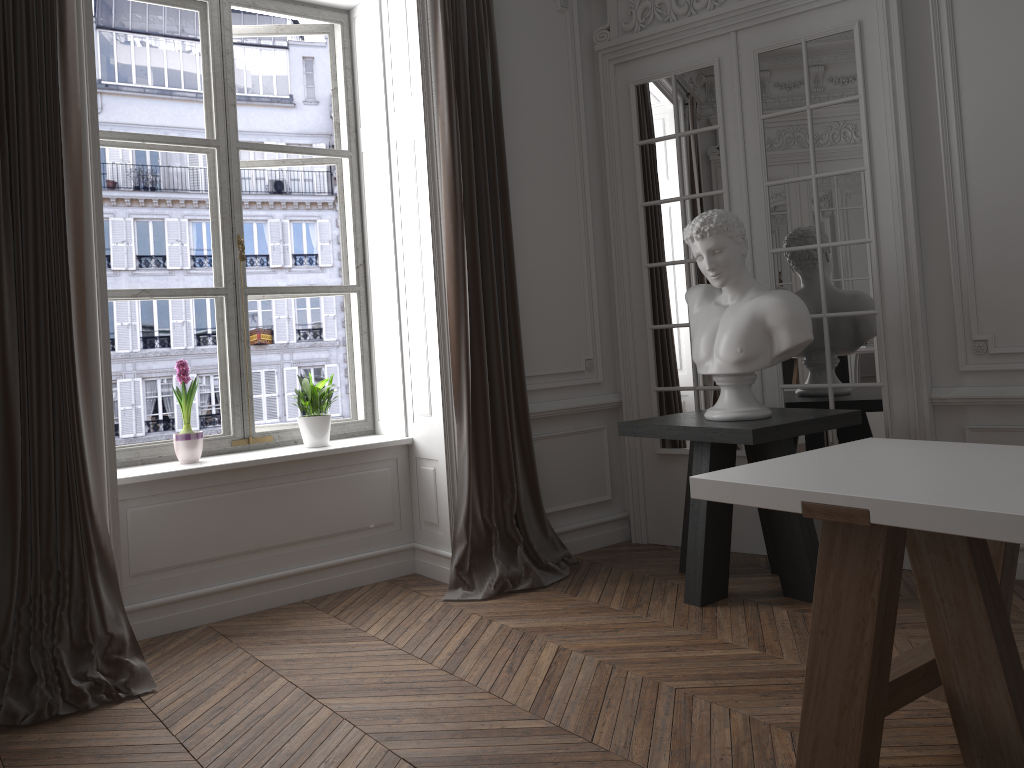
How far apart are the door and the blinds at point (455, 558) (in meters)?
0.56

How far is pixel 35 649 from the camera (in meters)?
3.09

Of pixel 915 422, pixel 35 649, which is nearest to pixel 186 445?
pixel 35 649

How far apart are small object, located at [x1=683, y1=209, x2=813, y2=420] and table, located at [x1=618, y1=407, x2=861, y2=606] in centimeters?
3cm

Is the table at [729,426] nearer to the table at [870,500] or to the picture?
the table at [870,500]

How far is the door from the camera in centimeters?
398cm

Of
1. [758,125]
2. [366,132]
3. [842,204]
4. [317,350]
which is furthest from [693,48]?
[317,350]

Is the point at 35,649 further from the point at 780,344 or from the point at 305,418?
the point at 780,344

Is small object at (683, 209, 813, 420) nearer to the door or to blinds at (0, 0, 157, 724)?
the door

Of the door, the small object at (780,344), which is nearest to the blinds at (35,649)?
the small object at (780,344)
